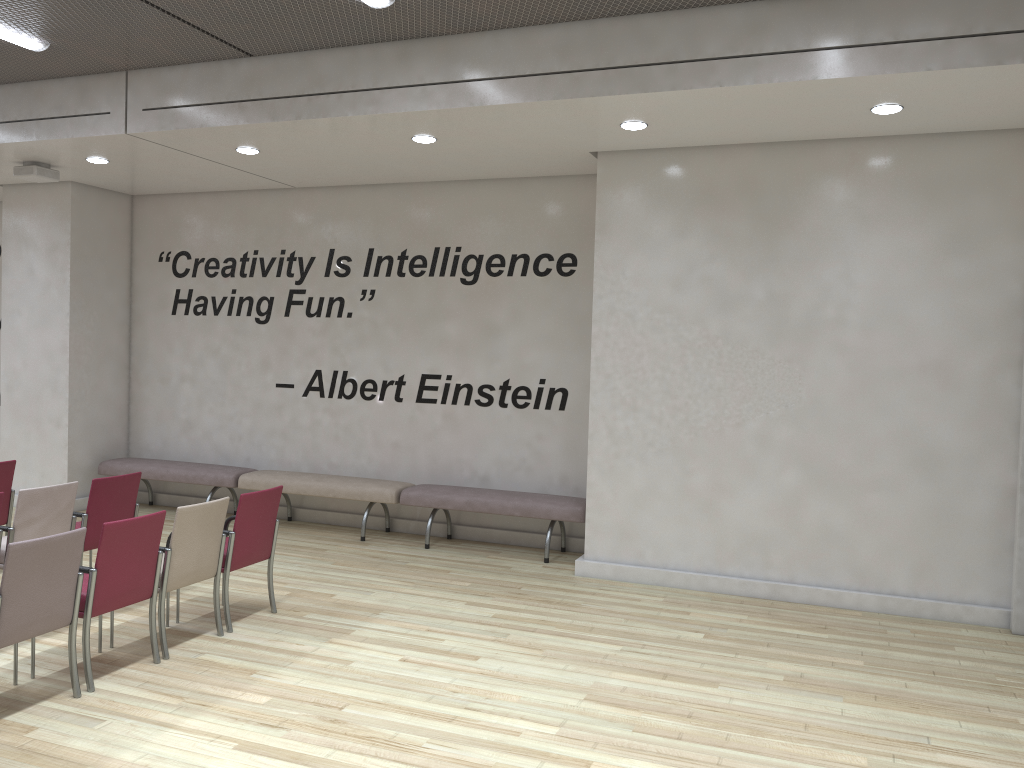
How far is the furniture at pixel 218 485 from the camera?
9.08m

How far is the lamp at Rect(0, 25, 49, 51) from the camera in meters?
6.2 m

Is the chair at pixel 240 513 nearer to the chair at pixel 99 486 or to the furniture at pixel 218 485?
the chair at pixel 99 486

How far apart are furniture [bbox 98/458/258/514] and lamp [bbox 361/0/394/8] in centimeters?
524cm

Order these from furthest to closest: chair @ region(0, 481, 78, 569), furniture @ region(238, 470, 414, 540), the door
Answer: furniture @ region(238, 470, 414, 540) → the door → chair @ region(0, 481, 78, 569)

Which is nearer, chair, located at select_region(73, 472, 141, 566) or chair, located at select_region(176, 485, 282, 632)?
chair, located at select_region(176, 485, 282, 632)

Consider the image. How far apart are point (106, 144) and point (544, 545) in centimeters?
524cm

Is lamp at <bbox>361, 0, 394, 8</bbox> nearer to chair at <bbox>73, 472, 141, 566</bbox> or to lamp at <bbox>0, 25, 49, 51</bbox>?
lamp at <bbox>0, 25, 49, 51</bbox>

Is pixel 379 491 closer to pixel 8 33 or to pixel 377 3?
Result: pixel 377 3

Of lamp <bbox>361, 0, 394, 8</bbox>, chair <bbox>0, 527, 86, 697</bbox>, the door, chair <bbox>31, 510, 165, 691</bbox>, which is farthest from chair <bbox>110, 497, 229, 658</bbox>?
the door
